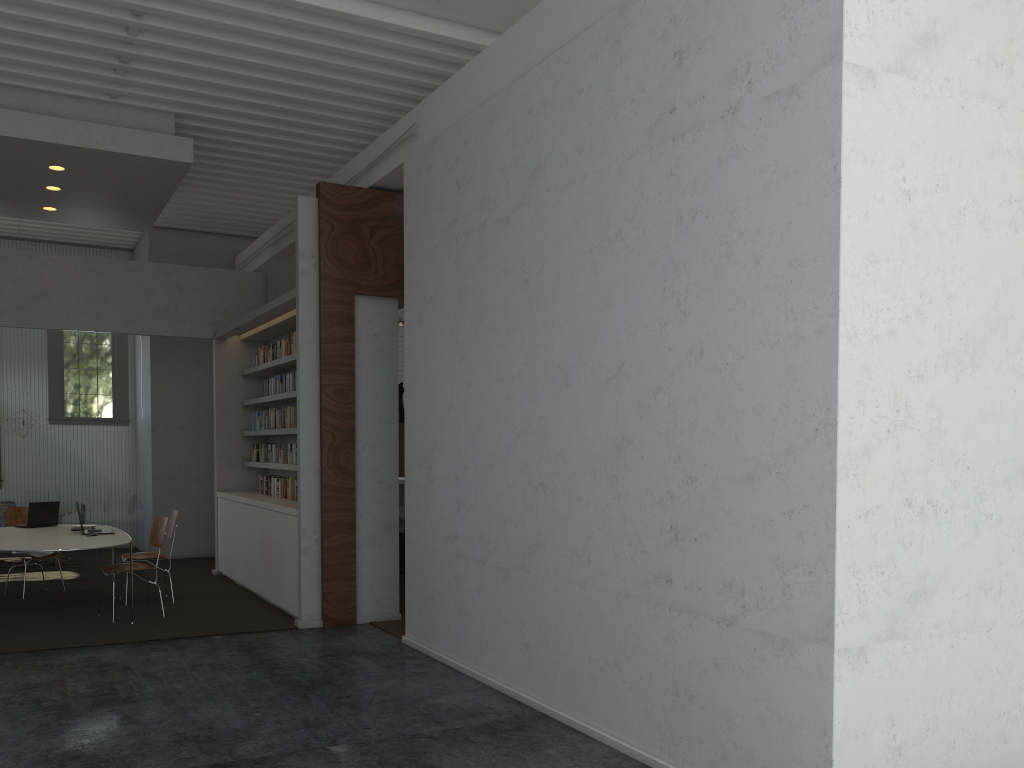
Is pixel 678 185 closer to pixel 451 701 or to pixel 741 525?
pixel 741 525
